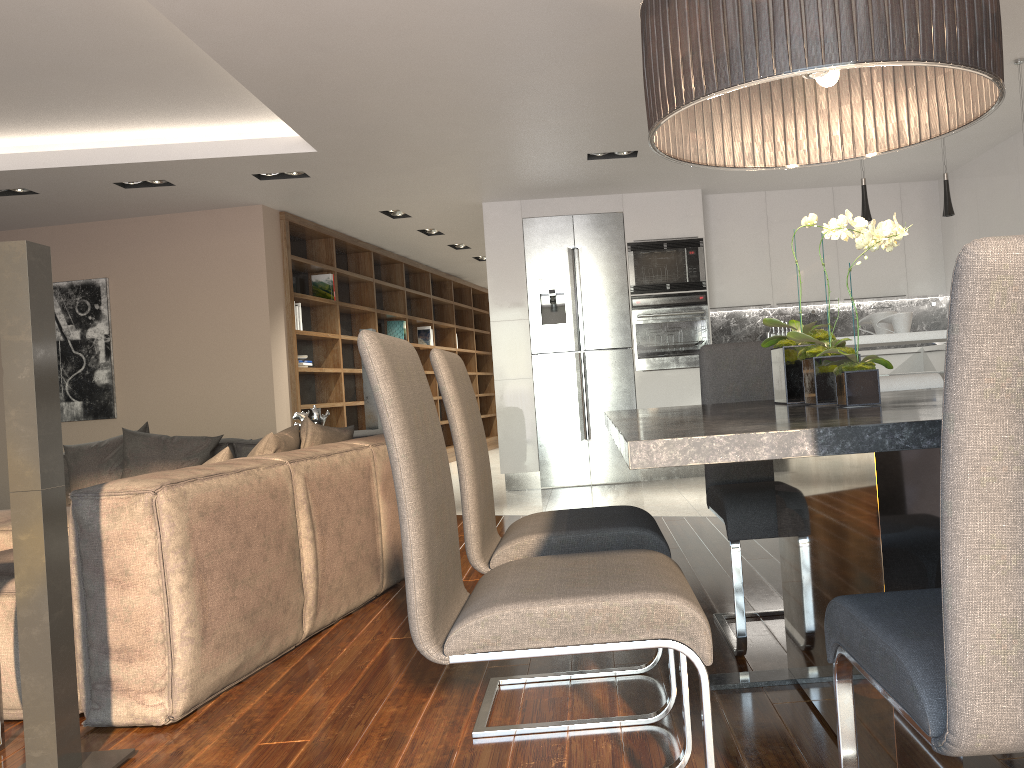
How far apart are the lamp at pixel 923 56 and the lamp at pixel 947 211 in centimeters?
274cm

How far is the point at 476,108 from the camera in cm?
514

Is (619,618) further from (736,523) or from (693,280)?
(693,280)

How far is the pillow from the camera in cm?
388

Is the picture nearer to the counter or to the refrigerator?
the refrigerator

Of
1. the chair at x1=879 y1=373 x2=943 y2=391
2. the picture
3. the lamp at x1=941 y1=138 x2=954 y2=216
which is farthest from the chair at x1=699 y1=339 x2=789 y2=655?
the picture

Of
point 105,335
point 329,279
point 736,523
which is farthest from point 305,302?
point 736,523

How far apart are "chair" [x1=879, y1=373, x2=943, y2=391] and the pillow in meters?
2.4 m

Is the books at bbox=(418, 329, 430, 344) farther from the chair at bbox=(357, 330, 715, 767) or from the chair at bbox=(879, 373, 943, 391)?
the chair at bbox=(357, 330, 715, 767)

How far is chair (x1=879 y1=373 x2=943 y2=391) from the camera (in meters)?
3.66
